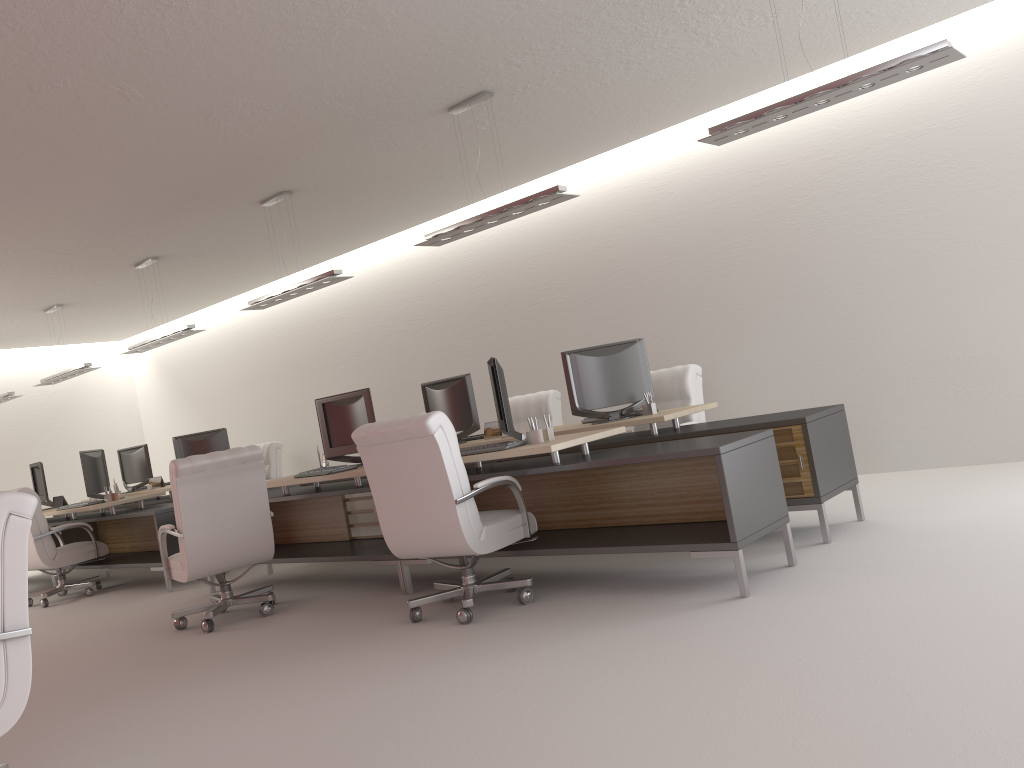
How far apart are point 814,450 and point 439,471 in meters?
3.1

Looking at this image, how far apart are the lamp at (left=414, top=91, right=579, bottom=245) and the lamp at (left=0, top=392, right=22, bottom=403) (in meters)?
11.45

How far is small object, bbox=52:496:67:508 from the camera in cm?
1377

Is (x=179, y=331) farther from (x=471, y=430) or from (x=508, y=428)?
(x=508, y=428)

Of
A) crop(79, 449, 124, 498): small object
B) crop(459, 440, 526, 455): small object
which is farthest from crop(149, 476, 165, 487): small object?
crop(459, 440, 526, 455): small object

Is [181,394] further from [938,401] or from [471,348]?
[938,401]

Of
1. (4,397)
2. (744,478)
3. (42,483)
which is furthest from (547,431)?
(4,397)

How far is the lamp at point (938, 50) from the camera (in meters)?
5.96

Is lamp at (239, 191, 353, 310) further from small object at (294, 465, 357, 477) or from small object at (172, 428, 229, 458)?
small object at (172, 428, 229, 458)

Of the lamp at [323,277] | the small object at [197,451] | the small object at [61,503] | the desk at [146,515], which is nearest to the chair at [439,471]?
the lamp at [323,277]
